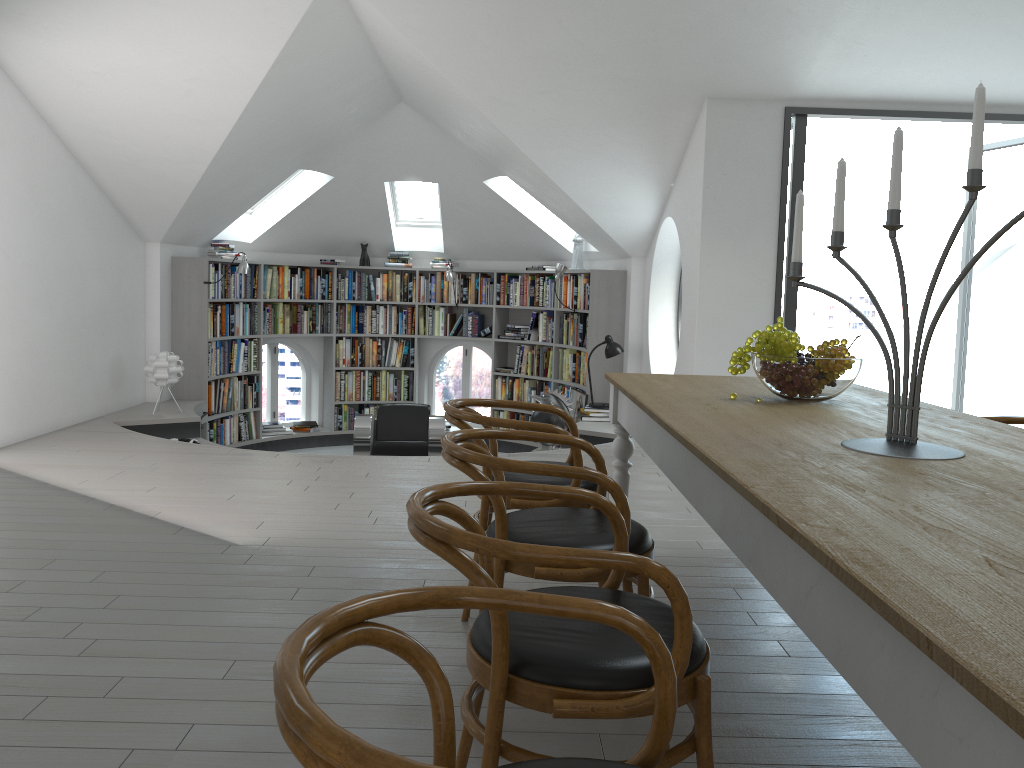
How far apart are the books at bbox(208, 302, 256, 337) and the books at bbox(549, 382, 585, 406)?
3.3 meters

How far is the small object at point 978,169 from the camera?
1.9m

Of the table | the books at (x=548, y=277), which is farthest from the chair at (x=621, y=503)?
the books at (x=548, y=277)

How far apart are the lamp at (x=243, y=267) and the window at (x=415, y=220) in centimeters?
228cm

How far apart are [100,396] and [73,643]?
5.0 meters

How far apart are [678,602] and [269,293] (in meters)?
8.54

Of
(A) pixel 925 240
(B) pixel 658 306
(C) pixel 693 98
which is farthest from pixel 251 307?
(A) pixel 925 240

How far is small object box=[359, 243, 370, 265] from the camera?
10.1 meters

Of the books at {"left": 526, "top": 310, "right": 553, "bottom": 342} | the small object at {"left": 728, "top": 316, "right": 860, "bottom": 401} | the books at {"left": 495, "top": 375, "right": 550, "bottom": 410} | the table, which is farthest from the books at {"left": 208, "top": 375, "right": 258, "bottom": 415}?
the small object at {"left": 728, "top": 316, "right": 860, "bottom": 401}

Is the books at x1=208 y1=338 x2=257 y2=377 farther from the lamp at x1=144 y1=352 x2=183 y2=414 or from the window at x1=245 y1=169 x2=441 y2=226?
the window at x1=245 y1=169 x2=441 y2=226
